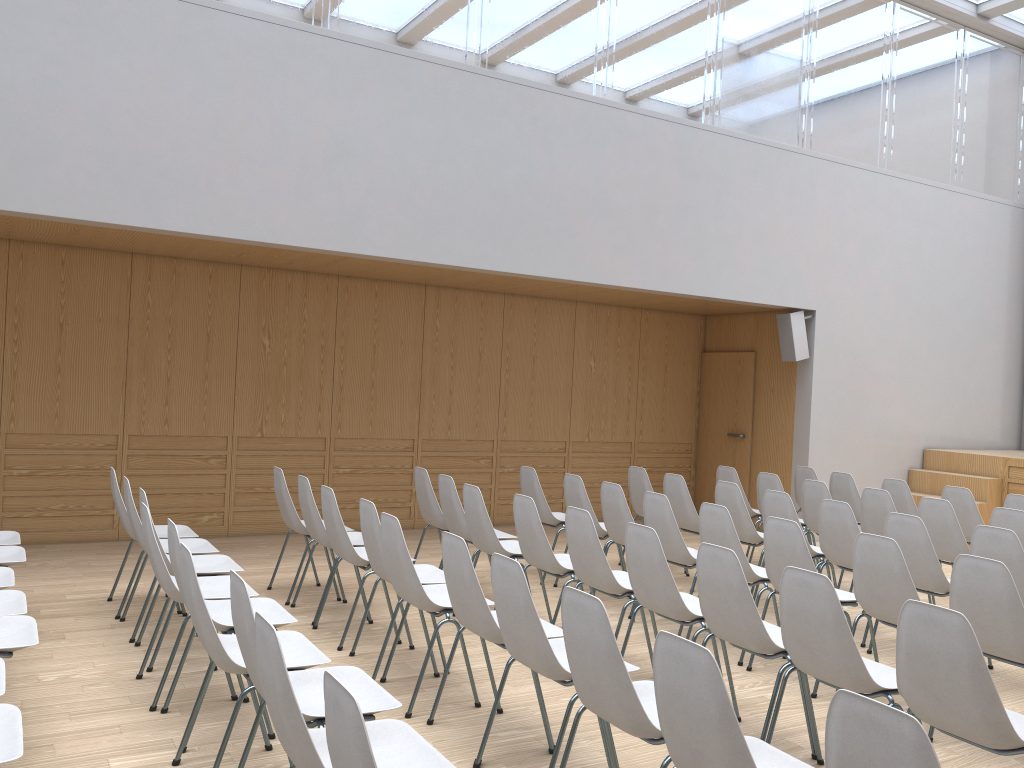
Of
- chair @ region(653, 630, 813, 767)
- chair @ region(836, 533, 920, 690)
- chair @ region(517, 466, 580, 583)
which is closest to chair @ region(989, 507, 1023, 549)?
chair @ region(836, 533, 920, 690)

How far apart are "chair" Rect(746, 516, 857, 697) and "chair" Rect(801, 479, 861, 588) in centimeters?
213cm

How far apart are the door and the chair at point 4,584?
7.7 meters

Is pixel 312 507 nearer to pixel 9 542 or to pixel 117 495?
pixel 117 495

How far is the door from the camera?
10.18m

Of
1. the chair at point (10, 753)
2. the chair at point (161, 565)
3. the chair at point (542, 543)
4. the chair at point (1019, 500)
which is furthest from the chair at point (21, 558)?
the chair at point (1019, 500)

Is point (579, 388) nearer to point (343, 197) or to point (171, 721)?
point (343, 197)

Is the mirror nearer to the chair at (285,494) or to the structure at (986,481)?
the structure at (986,481)

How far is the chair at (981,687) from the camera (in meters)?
2.71

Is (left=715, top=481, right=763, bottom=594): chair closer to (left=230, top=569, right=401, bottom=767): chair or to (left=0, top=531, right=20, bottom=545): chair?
(left=230, top=569, right=401, bottom=767): chair
